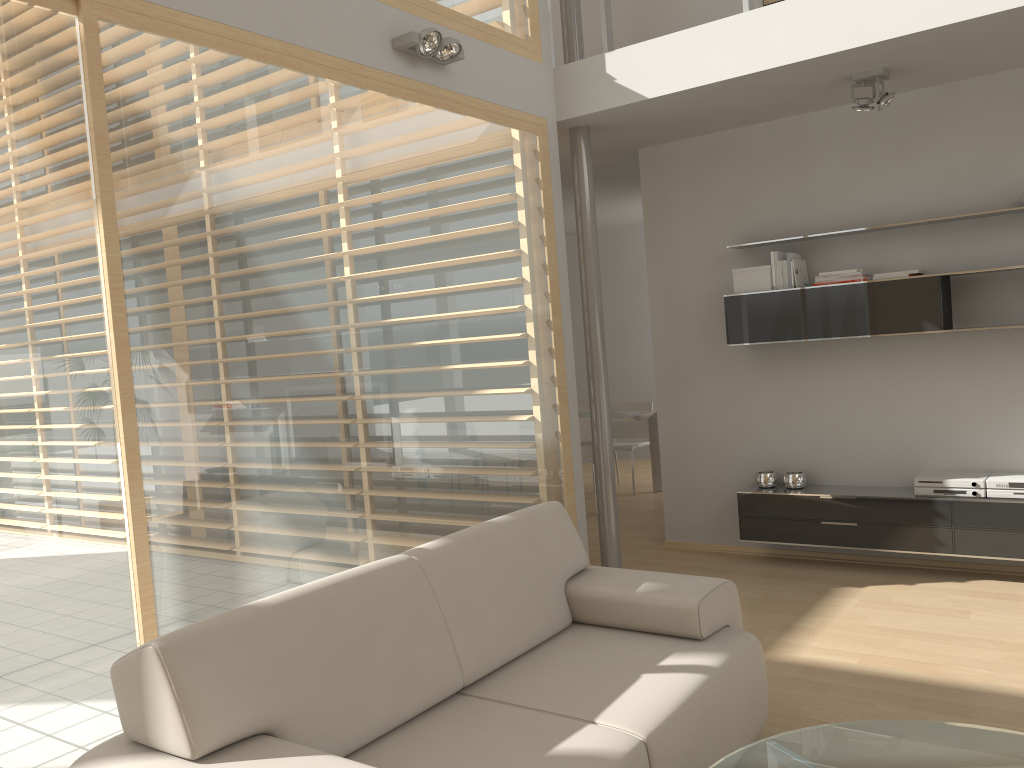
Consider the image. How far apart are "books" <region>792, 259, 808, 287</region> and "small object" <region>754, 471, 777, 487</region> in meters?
1.2 m

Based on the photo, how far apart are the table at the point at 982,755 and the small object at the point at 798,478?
3.0m

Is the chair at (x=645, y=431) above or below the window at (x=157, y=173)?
below

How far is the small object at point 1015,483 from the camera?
4.58m

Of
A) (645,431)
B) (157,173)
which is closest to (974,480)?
(645,431)

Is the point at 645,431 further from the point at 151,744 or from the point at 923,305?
the point at 151,744

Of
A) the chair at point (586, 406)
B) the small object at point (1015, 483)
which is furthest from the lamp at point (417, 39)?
the chair at point (586, 406)

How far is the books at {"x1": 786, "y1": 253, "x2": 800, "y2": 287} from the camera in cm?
517

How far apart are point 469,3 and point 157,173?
2.10m

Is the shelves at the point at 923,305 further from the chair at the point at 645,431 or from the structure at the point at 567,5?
the chair at the point at 645,431
